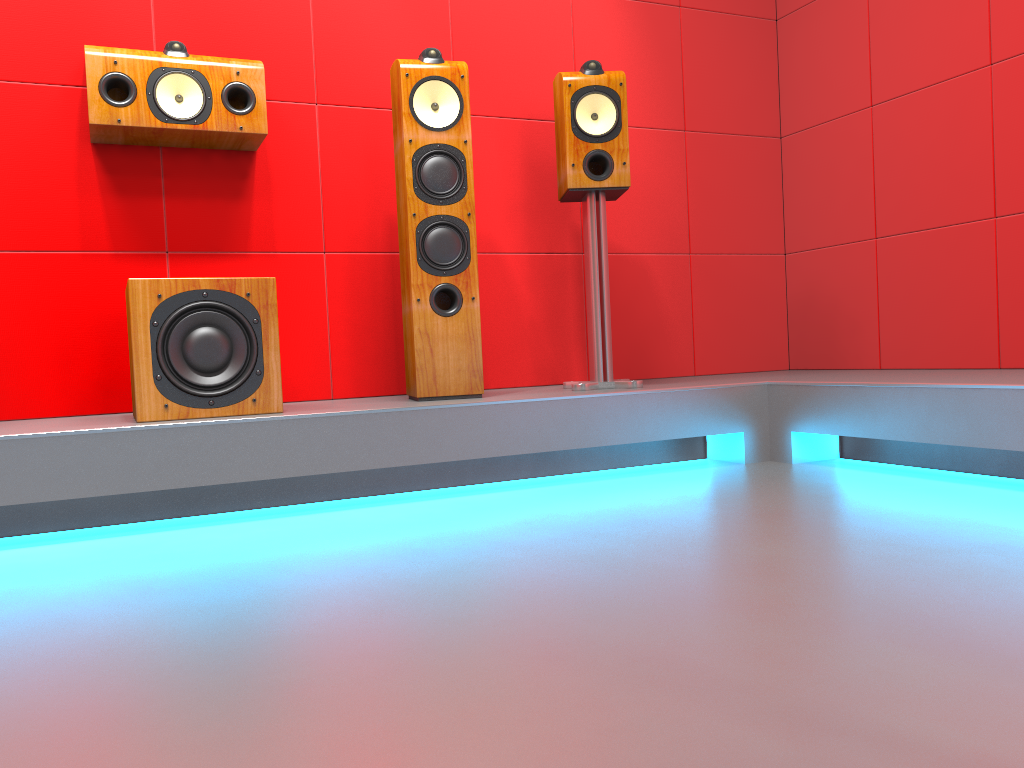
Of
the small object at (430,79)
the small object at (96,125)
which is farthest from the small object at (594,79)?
the small object at (96,125)

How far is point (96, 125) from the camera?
2.52m

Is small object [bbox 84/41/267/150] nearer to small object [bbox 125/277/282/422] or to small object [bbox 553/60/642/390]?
small object [bbox 125/277/282/422]

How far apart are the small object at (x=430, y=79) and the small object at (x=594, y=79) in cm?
33

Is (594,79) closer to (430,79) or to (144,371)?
(430,79)

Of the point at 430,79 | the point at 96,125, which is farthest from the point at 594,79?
the point at 96,125

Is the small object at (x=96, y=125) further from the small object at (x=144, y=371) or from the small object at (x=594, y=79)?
the small object at (x=594, y=79)

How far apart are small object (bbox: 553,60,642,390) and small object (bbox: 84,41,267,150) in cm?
93

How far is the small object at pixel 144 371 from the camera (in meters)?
2.21

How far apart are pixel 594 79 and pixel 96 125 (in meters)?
1.49
